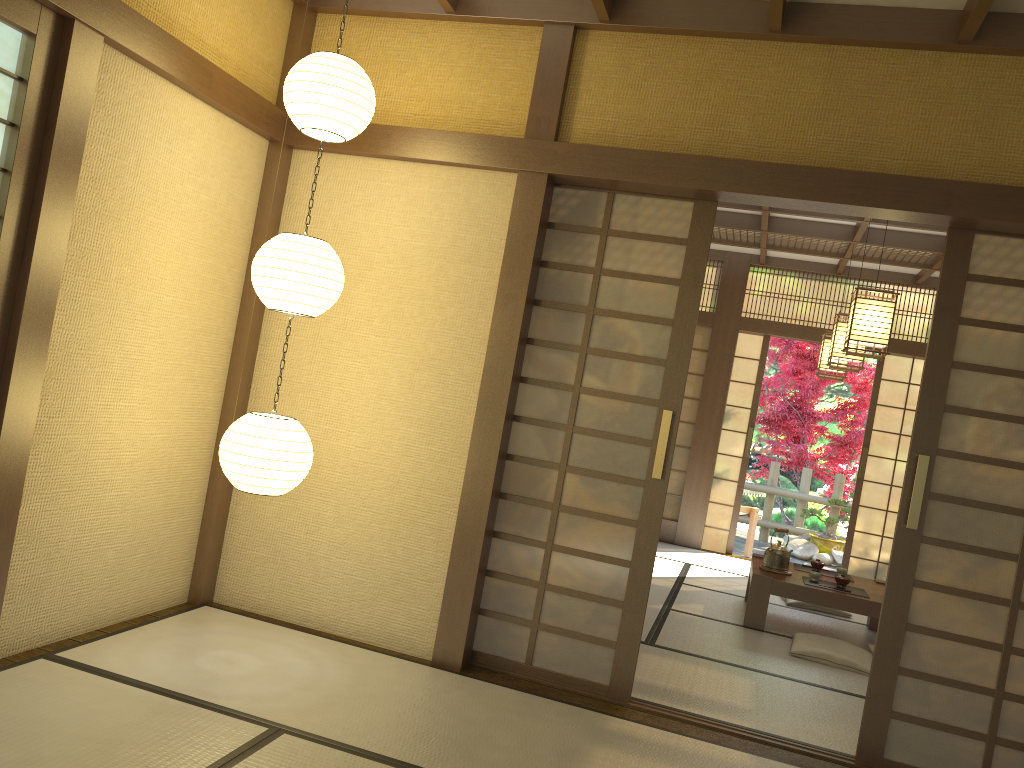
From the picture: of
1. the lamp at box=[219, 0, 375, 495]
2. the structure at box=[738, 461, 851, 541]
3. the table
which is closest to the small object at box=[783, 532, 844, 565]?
the structure at box=[738, 461, 851, 541]

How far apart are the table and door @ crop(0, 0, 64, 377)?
4.51m

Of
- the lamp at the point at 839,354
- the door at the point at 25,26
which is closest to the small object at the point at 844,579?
the lamp at the point at 839,354

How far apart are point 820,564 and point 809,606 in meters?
0.5

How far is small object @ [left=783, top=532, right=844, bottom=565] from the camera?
10.06m

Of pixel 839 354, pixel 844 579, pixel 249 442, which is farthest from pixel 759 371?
pixel 249 442

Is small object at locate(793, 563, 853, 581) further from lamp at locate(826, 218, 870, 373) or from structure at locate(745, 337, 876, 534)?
structure at locate(745, 337, 876, 534)

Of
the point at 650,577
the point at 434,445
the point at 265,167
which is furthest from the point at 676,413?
the point at 265,167

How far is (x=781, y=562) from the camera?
5.99m

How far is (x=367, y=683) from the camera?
3.54m
